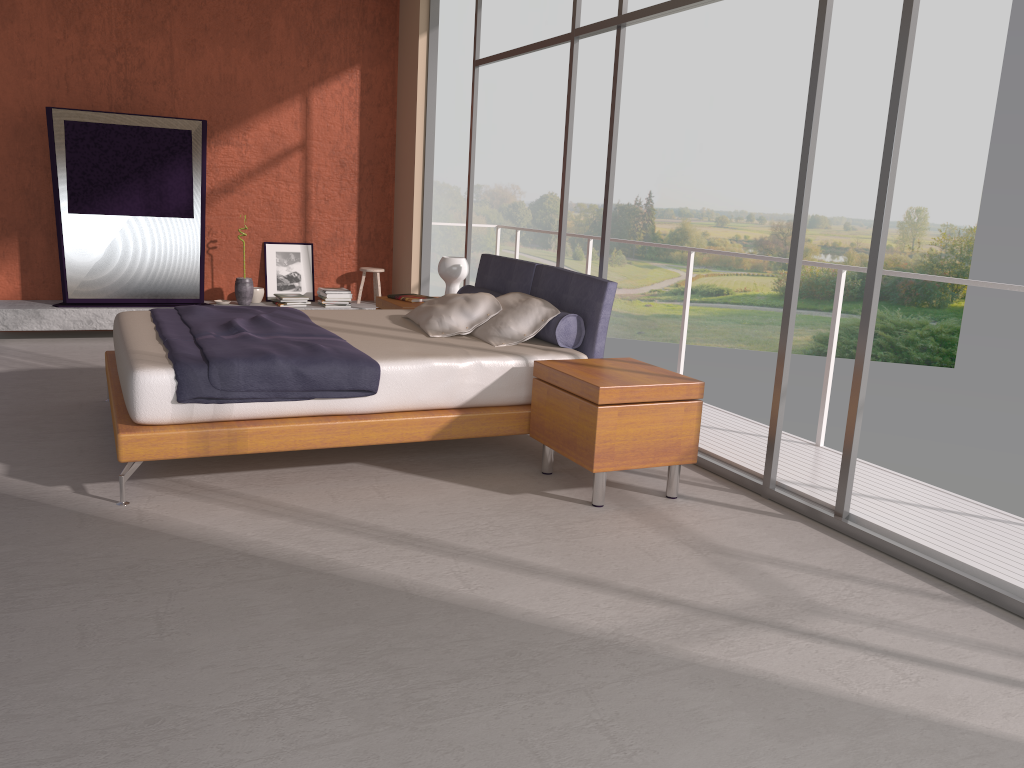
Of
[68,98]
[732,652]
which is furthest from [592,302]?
[68,98]

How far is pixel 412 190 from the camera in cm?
827

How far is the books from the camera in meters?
6.4

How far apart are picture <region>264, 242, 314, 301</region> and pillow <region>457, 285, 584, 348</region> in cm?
301

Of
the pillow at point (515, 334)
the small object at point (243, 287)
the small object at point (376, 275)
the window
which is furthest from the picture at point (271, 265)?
the pillow at point (515, 334)

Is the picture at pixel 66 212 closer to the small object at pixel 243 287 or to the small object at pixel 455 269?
the small object at pixel 243 287

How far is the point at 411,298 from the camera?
6.4 meters

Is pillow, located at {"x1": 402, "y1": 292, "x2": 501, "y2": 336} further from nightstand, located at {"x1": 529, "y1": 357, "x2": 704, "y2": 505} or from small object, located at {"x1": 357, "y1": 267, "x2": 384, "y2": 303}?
small object, located at {"x1": 357, "y1": 267, "x2": 384, "y2": 303}

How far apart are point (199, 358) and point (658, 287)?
21.55m

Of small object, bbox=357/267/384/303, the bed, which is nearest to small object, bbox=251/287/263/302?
small object, bbox=357/267/384/303
